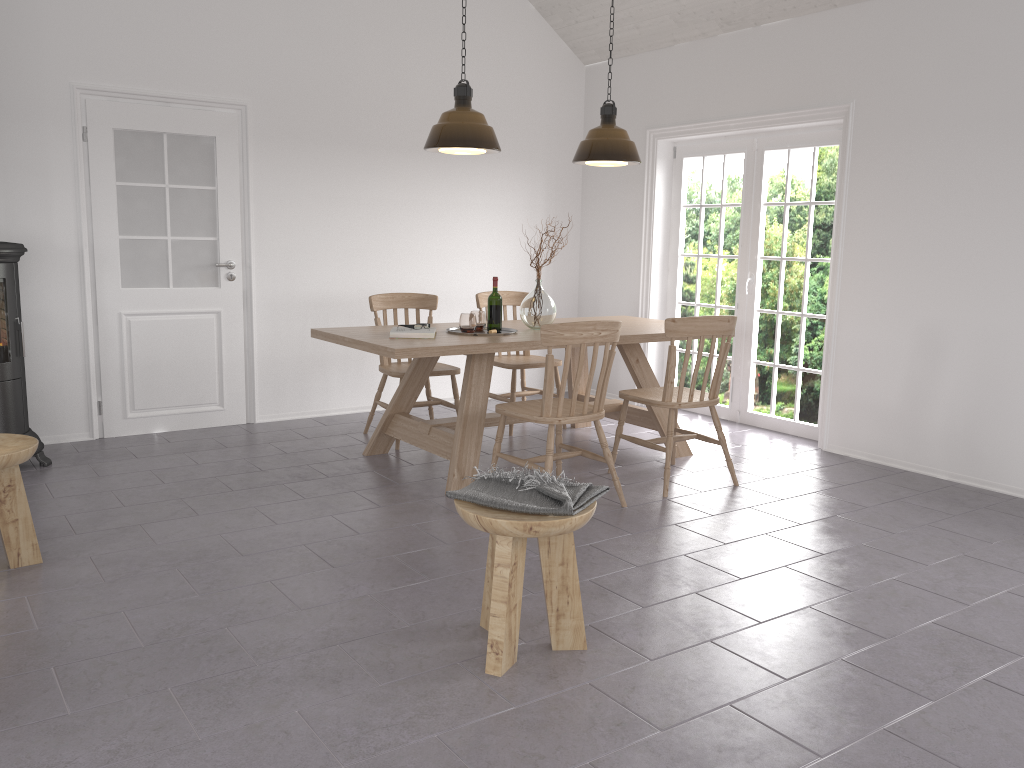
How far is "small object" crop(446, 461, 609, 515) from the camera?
2.6m

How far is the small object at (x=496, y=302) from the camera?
4.8m

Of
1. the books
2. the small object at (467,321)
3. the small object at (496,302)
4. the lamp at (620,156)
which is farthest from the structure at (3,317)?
the lamp at (620,156)

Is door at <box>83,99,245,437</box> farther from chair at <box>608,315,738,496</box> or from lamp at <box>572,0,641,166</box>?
chair at <box>608,315,738,496</box>

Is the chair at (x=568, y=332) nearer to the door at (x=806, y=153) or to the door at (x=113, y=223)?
the door at (x=806, y=153)

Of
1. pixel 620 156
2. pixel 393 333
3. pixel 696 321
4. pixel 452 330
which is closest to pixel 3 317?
pixel 393 333

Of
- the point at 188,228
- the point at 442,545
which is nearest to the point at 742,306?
the point at 442,545

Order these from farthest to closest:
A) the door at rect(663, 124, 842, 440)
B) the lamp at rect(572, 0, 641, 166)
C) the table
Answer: the door at rect(663, 124, 842, 440), the lamp at rect(572, 0, 641, 166), the table

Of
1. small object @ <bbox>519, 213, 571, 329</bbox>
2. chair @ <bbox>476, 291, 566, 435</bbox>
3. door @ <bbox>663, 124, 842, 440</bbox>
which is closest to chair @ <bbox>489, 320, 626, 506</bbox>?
small object @ <bbox>519, 213, 571, 329</bbox>

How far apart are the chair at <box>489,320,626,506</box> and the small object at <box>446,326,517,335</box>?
0.65m
